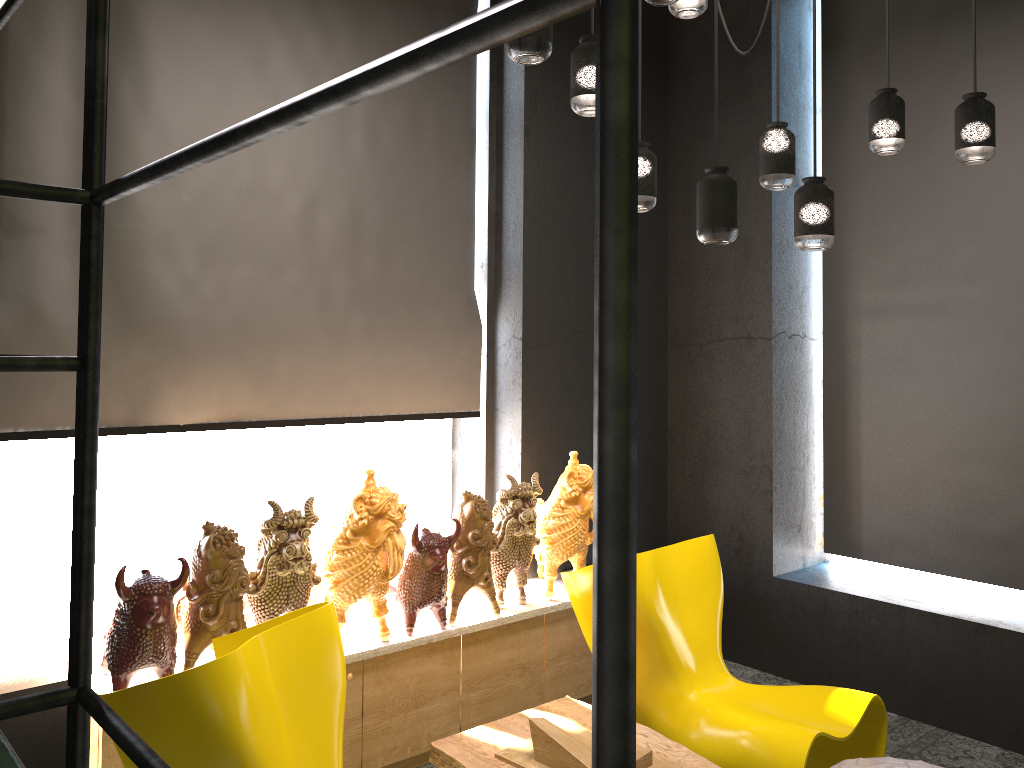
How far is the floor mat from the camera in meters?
3.6 m

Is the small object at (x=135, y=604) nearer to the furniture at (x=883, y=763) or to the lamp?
the lamp

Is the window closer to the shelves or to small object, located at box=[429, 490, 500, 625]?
small object, located at box=[429, 490, 500, 625]

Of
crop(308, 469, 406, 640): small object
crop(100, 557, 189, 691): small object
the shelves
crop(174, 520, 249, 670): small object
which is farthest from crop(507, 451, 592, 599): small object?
the shelves

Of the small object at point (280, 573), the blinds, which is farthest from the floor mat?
the small object at point (280, 573)

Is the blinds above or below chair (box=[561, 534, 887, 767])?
above

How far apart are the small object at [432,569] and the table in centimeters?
48cm

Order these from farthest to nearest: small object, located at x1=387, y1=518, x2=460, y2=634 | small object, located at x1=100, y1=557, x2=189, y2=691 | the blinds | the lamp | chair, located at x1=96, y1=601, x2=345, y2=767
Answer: small object, located at x1=387, y1=518, x2=460, y2=634 < the blinds < small object, located at x1=100, y1=557, x2=189, y2=691 < the lamp < chair, located at x1=96, y1=601, x2=345, y2=767

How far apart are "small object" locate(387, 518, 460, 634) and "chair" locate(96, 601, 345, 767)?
0.72m

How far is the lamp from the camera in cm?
260
